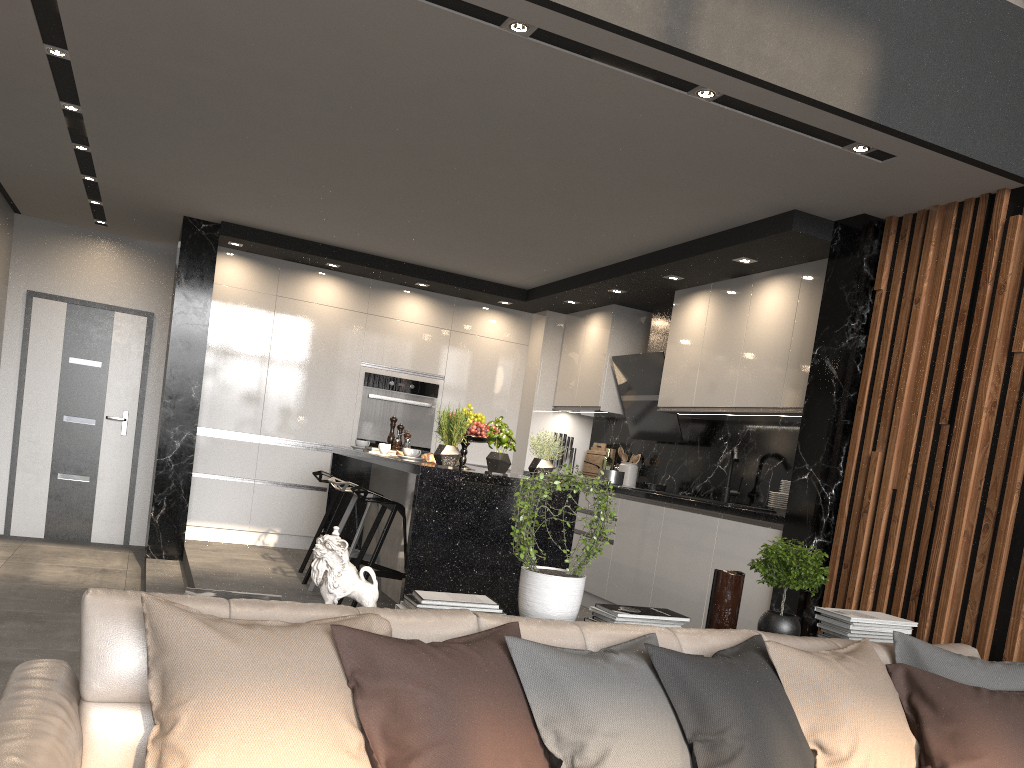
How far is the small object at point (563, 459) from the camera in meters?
7.7

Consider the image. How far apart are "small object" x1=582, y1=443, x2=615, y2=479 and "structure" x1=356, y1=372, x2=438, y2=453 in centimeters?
140cm

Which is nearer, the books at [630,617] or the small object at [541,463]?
the books at [630,617]

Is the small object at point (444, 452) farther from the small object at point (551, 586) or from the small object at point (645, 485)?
the small object at point (645, 485)

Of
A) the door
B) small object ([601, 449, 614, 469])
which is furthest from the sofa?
the door

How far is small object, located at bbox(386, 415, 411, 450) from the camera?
6.23m

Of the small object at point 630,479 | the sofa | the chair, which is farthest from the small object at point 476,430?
the sofa

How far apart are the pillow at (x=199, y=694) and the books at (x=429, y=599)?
0.4m

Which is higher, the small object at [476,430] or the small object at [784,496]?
the small object at [476,430]

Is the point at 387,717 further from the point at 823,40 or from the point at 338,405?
the point at 338,405
